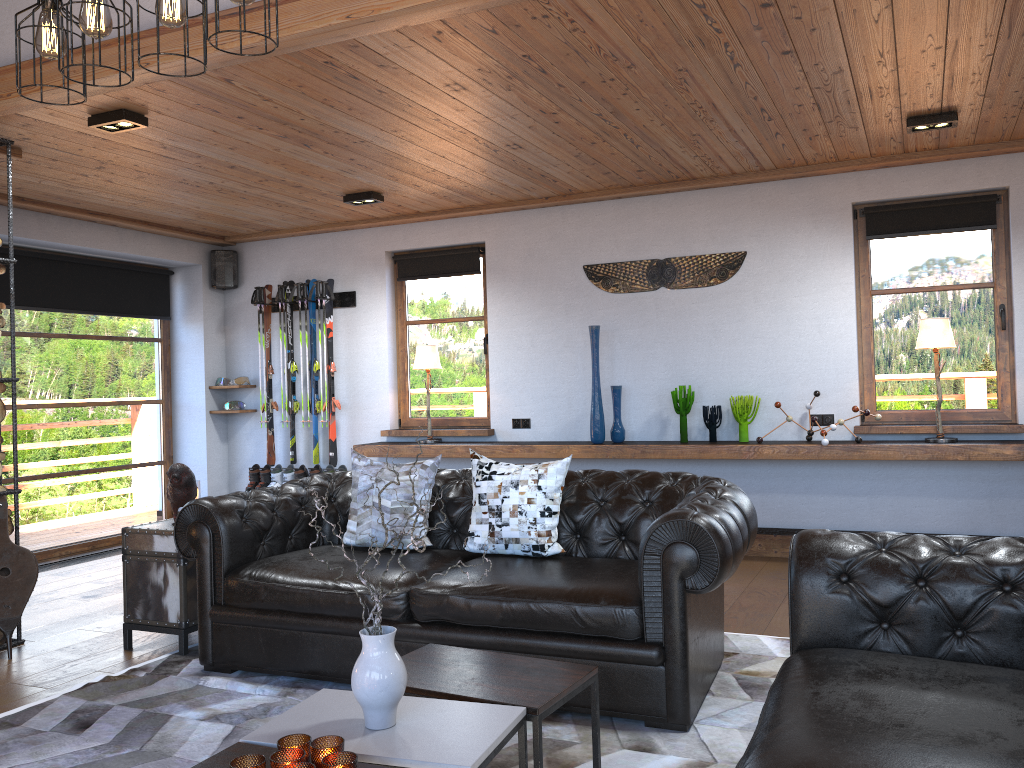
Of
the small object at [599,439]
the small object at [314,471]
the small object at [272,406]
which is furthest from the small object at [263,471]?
the small object at [599,439]

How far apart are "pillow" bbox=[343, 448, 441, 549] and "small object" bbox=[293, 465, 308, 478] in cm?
331

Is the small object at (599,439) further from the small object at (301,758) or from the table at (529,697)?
the small object at (301,758)

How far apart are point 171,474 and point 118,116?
1.8 meters

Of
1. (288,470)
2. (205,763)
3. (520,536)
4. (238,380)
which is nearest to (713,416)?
(520,536)

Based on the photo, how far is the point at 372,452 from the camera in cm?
714

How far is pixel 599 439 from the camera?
6.4 meters

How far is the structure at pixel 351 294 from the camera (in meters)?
7.70

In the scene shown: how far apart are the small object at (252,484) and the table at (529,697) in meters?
5.1

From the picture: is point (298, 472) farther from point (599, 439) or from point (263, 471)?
point (599, 439)
